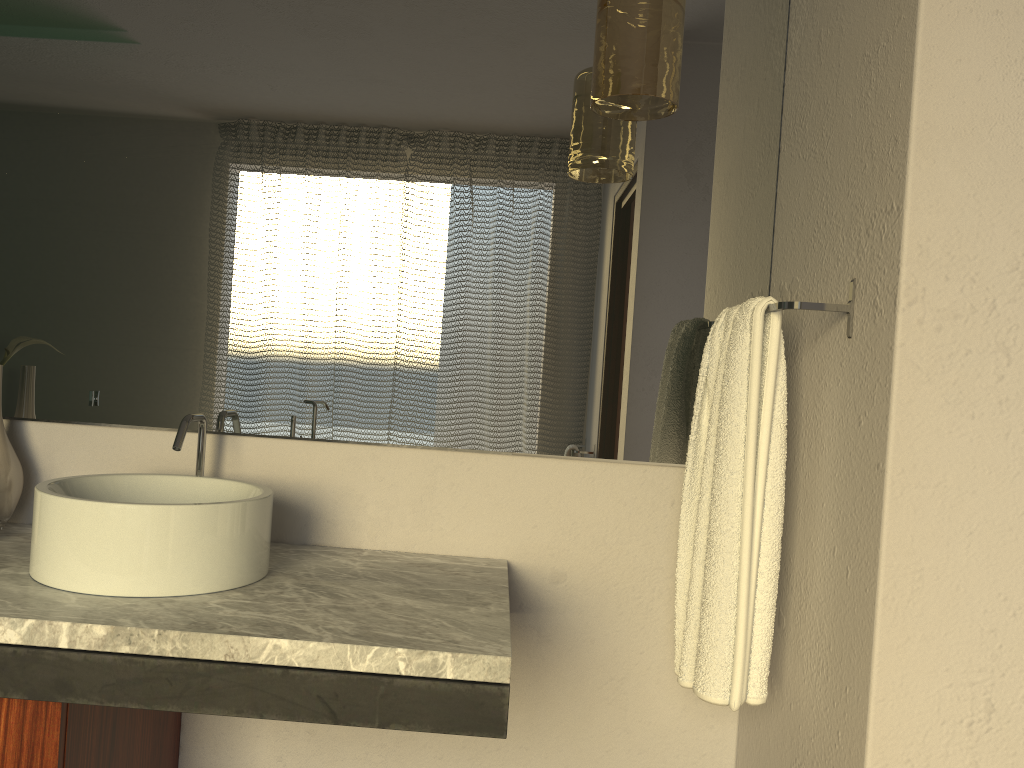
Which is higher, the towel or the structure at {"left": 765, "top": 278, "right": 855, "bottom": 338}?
the structure at {"left": 765, "top": 278, "right": 855, "bottom": 338}

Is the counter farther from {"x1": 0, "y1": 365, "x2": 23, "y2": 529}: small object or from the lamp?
the lamp

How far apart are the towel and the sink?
0.7m

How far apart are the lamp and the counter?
0.79m

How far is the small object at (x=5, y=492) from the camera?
1.57m

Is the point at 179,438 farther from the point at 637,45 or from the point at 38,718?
the point at 637,45

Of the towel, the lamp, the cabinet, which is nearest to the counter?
the cabinet

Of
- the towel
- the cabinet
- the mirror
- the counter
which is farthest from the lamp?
the cabinet

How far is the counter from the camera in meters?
1.1

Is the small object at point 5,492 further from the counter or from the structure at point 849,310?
the structure at point 849,310
